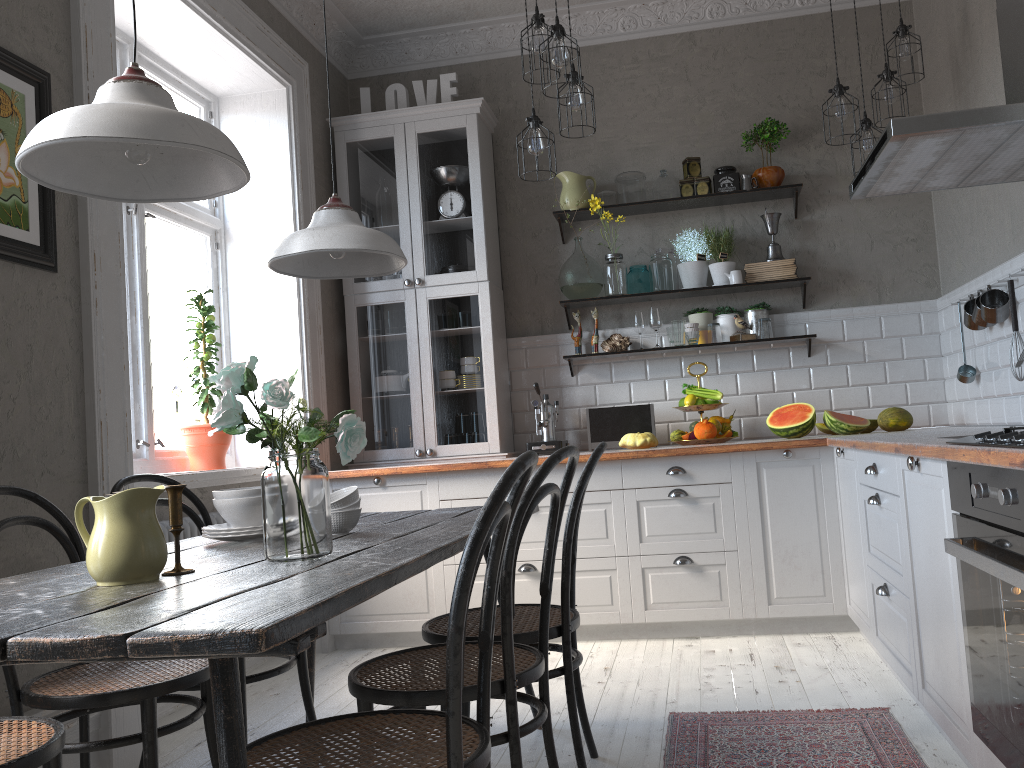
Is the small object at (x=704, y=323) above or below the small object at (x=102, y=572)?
above

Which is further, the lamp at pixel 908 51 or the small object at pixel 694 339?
the small object at pixel 694 339

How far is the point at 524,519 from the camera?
1.8 meters

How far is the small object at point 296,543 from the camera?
1.7m

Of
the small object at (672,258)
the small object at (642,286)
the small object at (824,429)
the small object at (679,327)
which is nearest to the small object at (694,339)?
the small object at (679,327)

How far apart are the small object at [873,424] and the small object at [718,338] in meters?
0.9

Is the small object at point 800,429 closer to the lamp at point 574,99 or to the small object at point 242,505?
the lamp at point 574,99

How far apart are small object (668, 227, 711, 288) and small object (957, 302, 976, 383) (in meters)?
1.32

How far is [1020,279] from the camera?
3.4 meters

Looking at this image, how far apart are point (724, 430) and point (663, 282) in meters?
0.8 m
